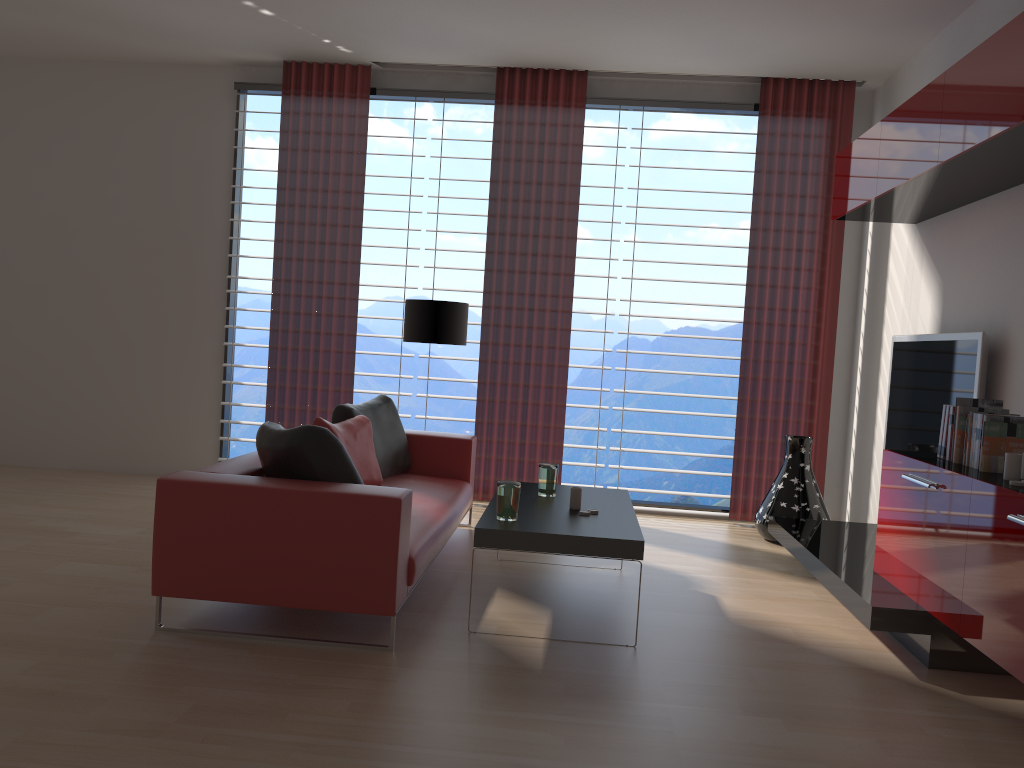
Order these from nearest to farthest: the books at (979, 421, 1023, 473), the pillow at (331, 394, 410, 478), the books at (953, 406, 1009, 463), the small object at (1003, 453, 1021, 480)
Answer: the small object at (1003, 453, 1021, 480) < the books at (979, 421, 1023, 473) < the books at (953, 406, 1009, 463) < the pillow at (331, 394, 410, 478)

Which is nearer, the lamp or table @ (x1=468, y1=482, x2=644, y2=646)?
table @ (x1=468, y1=482, x2=644, y2=646)

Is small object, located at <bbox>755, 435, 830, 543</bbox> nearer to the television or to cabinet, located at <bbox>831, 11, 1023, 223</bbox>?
the television

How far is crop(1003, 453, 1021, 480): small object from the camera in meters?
4.3

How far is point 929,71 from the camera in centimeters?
709cm

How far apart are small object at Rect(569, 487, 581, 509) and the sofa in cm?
83

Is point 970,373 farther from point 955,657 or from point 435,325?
point 435,325

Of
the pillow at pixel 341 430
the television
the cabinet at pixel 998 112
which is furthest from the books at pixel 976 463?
the pillow at pixel 341 430

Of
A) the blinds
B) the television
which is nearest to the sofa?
the blinds

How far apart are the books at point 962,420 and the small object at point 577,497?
2.2m
